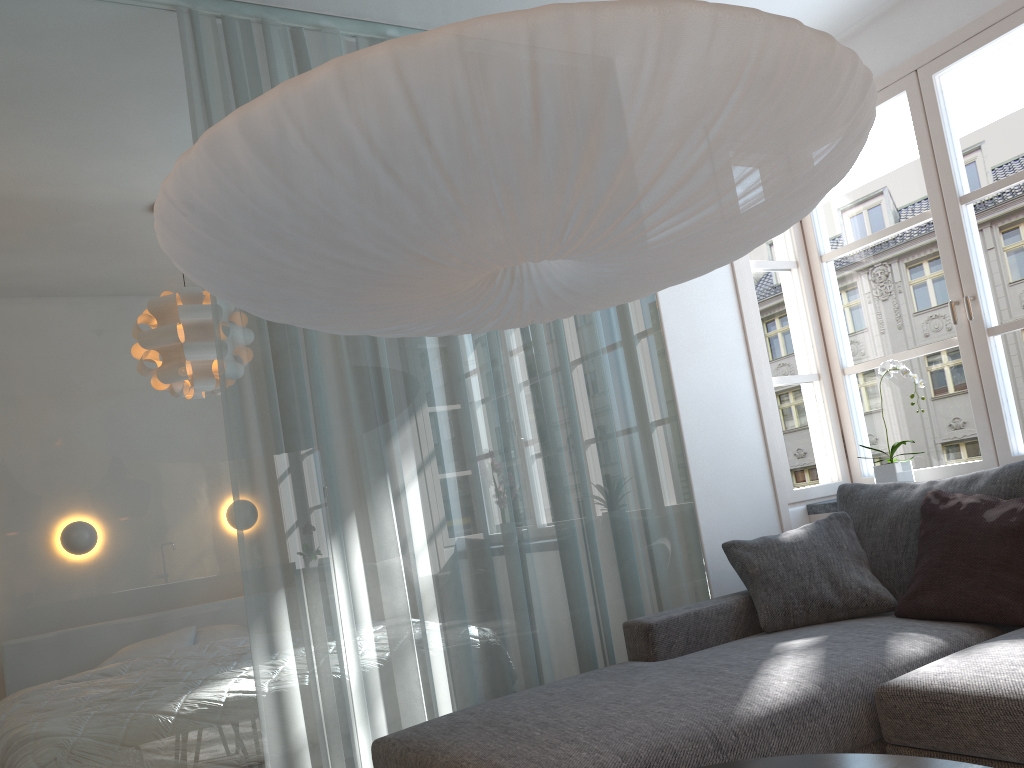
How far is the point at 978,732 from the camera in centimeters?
195cm

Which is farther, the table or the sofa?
the sofa

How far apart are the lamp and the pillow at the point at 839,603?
1.31m

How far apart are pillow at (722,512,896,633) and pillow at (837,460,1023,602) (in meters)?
0.02

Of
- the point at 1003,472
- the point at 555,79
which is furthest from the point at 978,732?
the point at 555,79

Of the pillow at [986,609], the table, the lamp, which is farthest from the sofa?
the lamp

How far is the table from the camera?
1.4m

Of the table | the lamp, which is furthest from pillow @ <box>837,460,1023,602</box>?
the table

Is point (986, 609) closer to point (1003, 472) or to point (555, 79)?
point (1003, 472)

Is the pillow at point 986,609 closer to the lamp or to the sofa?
the sofa
